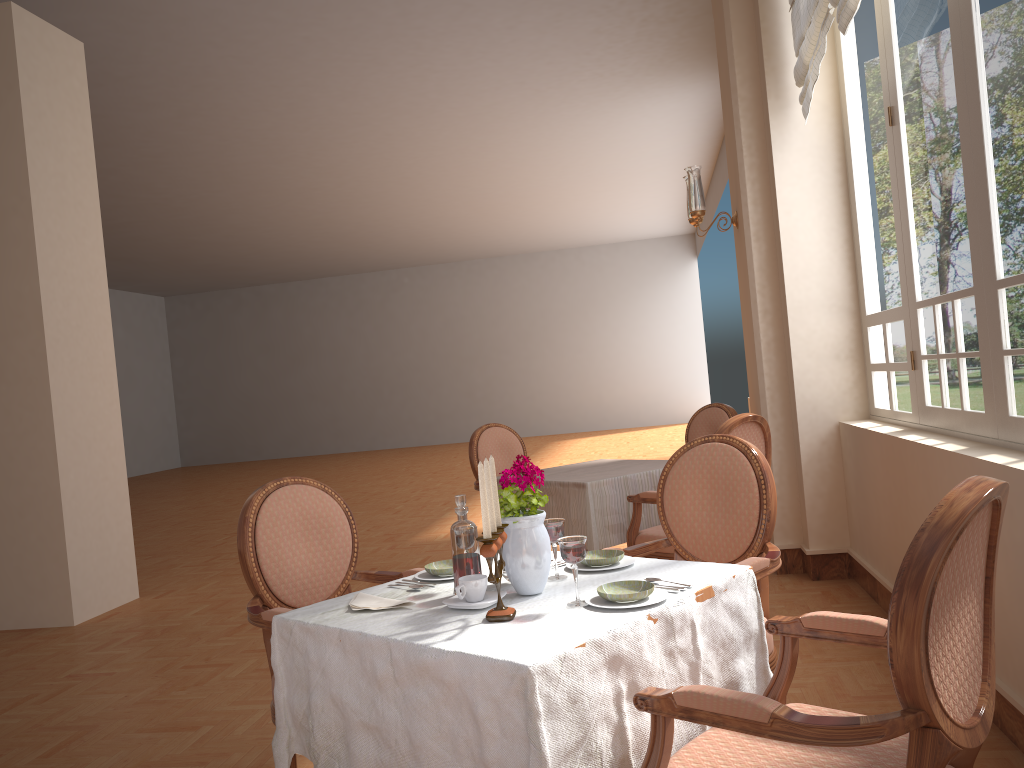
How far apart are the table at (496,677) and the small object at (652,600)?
0.0 meters

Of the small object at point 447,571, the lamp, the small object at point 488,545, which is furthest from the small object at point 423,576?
the lamp

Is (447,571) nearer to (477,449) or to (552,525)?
(552,525)

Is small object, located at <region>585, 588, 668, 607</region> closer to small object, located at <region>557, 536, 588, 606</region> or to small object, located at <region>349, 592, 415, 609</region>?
small object, located at <region>557, 536, 588, 606</region>

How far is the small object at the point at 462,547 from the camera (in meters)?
1.95

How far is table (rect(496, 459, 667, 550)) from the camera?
3.96m

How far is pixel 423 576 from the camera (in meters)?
2.21

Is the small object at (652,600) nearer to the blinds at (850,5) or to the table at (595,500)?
the table at (595,500)

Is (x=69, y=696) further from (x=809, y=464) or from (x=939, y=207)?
(x=939, y=207)

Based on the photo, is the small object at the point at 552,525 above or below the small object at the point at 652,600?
above
